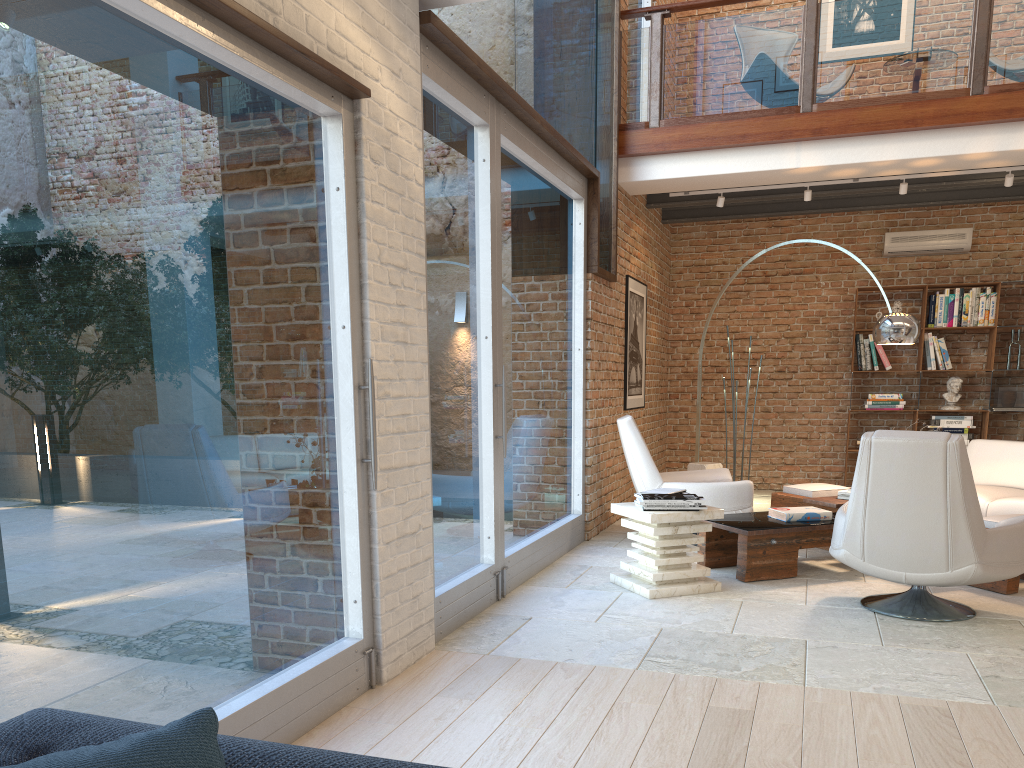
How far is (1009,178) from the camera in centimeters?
718cm

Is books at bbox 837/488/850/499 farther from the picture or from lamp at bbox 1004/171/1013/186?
lamp at bbox 1004/171/1013/186

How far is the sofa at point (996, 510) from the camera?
6.1m

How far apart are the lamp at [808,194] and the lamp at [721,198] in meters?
0.7

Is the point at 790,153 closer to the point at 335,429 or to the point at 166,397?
the point at 335,429

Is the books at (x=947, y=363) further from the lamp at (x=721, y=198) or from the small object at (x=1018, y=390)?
the lamp at (x=721, y=198)

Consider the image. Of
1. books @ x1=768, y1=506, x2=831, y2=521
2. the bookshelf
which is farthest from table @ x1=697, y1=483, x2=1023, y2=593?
the bookshelf

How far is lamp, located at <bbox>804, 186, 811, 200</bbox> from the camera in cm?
772

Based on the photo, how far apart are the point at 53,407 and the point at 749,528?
4.2m

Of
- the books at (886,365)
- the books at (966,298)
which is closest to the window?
the books at (886,365)
